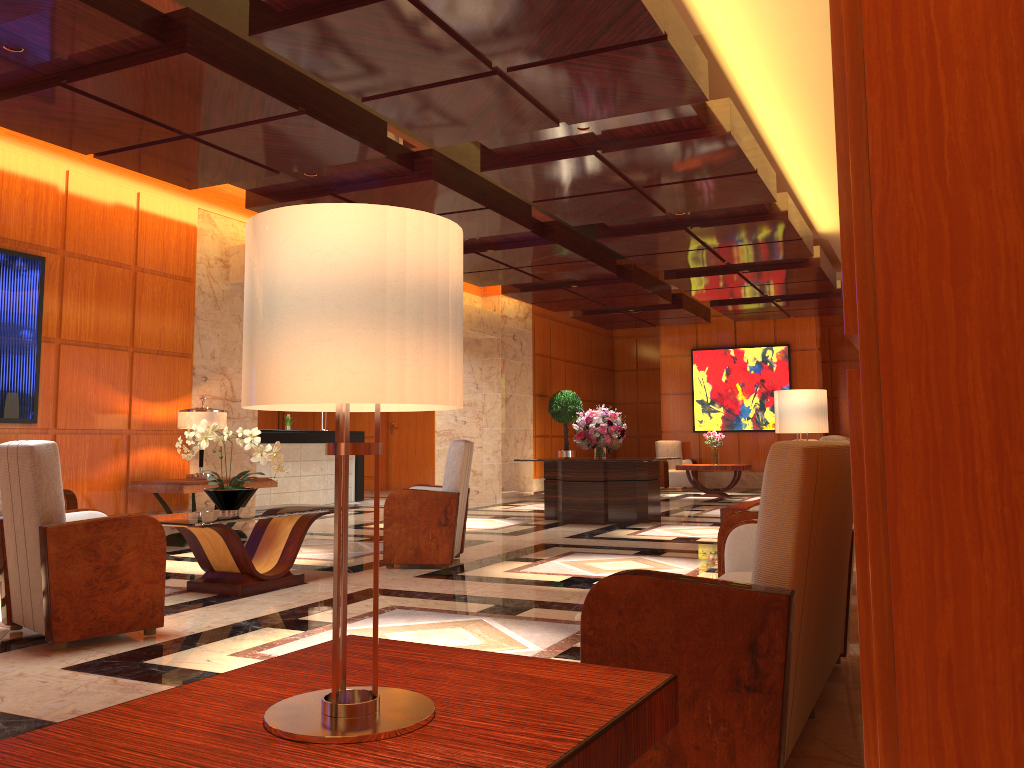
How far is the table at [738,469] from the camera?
15.00m

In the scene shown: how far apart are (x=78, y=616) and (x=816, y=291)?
12.2m

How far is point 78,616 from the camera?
4.1m

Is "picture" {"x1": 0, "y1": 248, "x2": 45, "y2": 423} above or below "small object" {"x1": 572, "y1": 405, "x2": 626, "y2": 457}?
above

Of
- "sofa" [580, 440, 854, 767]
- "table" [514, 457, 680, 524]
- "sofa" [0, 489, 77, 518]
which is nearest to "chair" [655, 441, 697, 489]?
"table" [514, 457, 680, 524]

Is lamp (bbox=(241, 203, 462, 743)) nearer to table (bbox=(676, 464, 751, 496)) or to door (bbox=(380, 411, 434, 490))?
table (bbox=(676, 464, 751, 496))

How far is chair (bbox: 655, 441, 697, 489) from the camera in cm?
1753

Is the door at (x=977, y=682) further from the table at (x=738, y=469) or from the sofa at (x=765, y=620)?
the table at (x=738, y=469)

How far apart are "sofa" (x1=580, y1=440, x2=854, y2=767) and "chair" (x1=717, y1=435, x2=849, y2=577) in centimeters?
45cm

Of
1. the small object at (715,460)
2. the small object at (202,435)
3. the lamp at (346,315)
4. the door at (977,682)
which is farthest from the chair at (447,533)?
the small object at (715,460)
